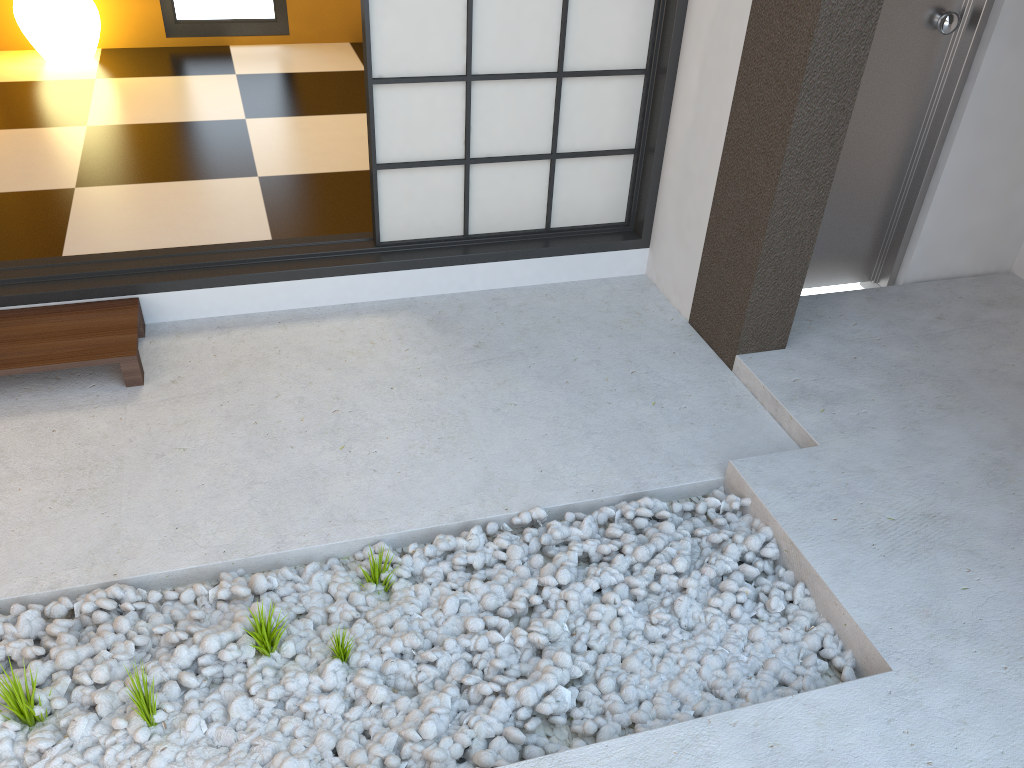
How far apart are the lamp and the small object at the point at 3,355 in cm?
246

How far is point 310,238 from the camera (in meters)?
3.09

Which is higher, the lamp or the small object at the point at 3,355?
the lamp

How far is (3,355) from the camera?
2.46m

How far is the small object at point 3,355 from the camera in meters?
2.5 m

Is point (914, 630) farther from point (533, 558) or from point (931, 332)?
point (931, 332)

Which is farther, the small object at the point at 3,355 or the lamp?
the lamp
